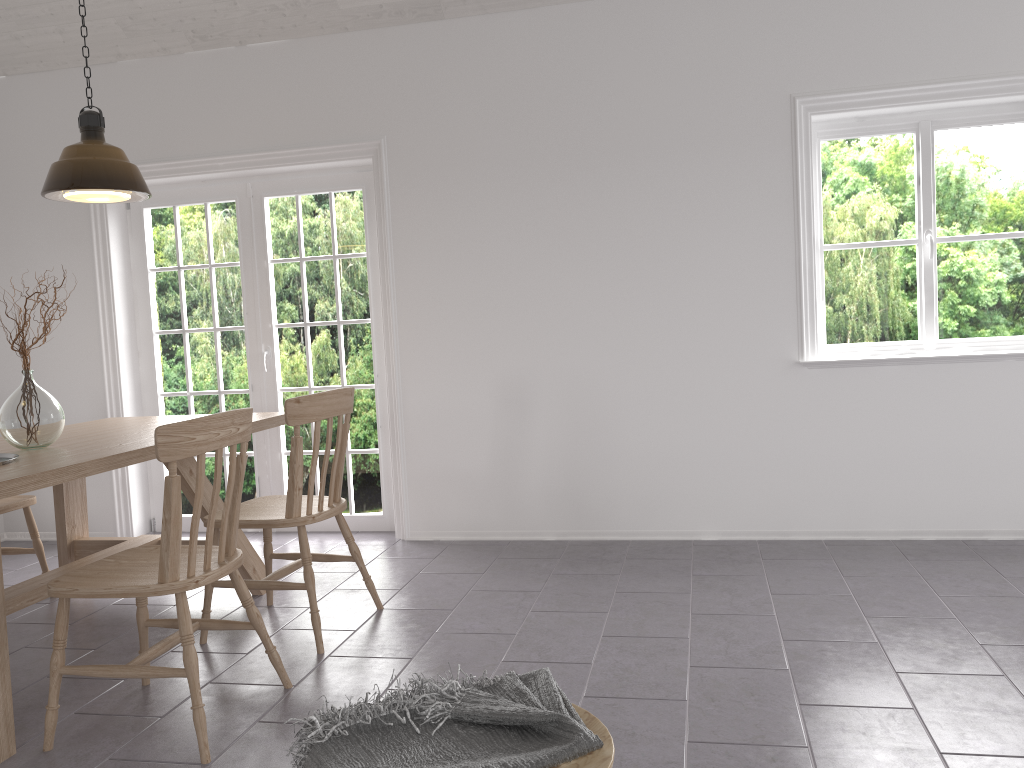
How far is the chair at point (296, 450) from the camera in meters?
3.1 m

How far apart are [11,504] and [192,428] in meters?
1.9 m

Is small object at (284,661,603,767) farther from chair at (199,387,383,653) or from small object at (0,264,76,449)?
small object at (0,264,76,449)

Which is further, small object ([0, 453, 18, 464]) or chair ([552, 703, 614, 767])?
small object ([0, 453, 18, 464])

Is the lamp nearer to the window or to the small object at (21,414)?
→ the small object at (21,414)

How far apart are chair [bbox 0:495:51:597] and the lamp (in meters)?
1.30

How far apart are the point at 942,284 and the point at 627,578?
2.09m

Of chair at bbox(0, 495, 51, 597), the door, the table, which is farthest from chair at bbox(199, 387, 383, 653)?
the door

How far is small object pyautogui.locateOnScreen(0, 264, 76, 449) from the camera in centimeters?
308cm

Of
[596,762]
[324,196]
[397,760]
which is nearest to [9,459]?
[397,760]
